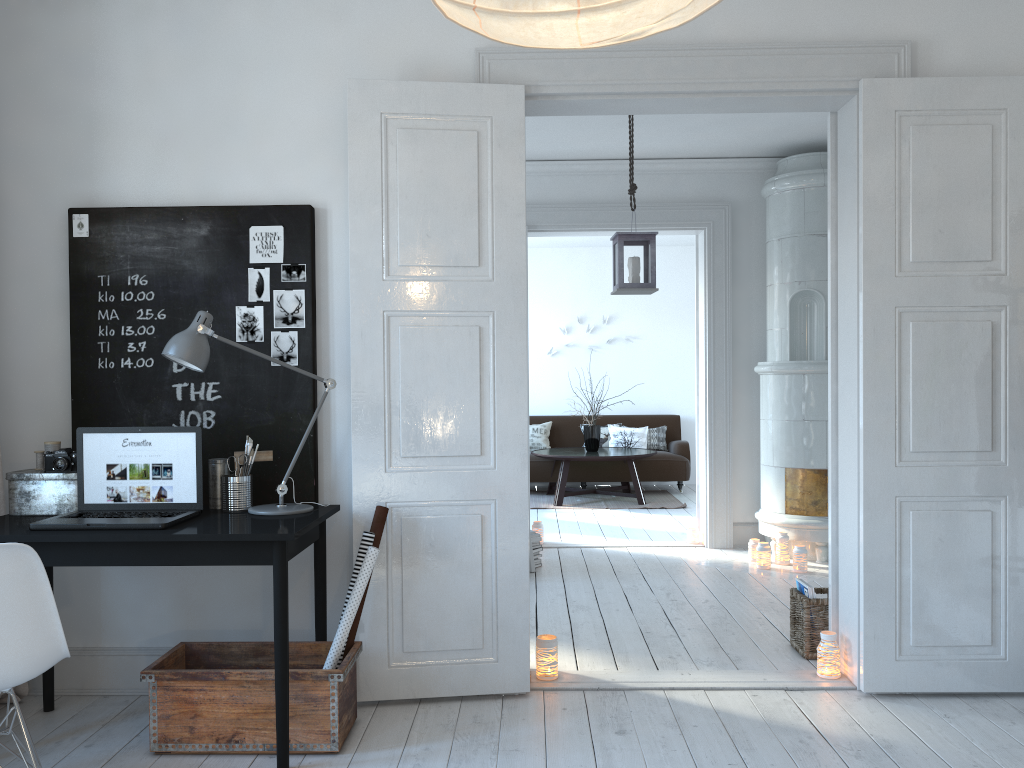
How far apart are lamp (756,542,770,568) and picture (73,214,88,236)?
4.28m

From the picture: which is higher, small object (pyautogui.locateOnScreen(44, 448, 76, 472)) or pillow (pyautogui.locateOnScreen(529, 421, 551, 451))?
small object (pyautogui.locateOnScreen(44, 448, 76, 472))

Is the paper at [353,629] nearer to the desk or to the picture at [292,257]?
the desk

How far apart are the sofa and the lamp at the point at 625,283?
4.8 meters

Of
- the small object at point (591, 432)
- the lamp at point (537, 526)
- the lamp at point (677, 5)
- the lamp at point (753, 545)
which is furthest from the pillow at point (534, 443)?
the lamp at point (677, 5)

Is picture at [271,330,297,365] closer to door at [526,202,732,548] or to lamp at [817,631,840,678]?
lamp at [817,631,840,678]

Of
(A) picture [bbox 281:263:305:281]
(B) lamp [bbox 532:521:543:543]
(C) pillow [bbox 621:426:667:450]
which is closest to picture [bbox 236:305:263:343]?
(A) picture [bbox 281:263:305:281]

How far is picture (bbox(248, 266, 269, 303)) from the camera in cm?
343

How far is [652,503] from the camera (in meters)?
8.73

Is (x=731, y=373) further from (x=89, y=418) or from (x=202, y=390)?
(x=89, y=418)
